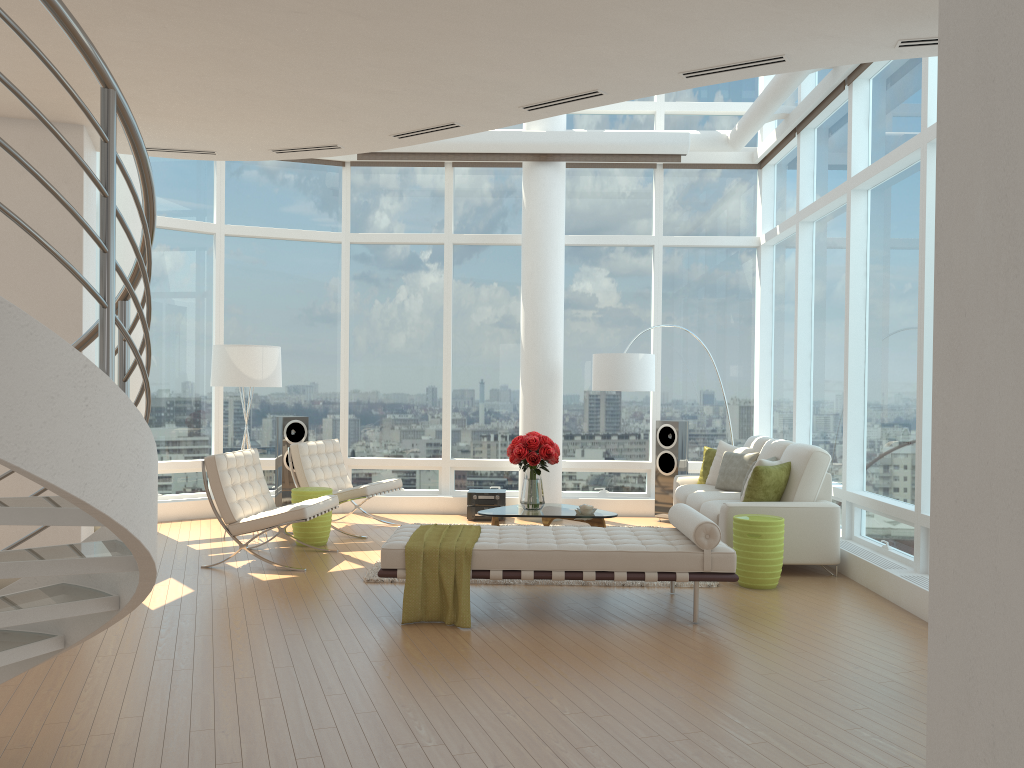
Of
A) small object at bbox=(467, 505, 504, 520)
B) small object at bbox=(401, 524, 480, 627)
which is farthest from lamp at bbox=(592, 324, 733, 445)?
small object at bbox=(401, 524, 480, 627)

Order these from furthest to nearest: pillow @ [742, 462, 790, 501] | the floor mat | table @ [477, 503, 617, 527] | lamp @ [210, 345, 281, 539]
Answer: lamp @ [210, 345, 281, 539] < table @ [477, 503, 617, 527] < pillow @ [742, 462, 790, 501] < the floor mat

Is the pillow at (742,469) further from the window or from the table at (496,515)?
the table at (496,515)

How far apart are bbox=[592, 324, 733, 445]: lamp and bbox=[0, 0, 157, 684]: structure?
6.6 meters

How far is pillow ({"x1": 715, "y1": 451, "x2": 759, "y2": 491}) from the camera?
8.6m

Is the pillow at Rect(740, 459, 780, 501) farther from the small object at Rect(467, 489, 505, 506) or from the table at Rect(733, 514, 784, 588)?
the small object at Rect(467, 489, 505, 506)

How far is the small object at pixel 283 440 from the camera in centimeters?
993cm

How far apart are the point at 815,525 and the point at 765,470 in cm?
58

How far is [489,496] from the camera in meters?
10.1

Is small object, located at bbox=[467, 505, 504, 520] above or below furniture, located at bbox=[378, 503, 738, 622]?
below
